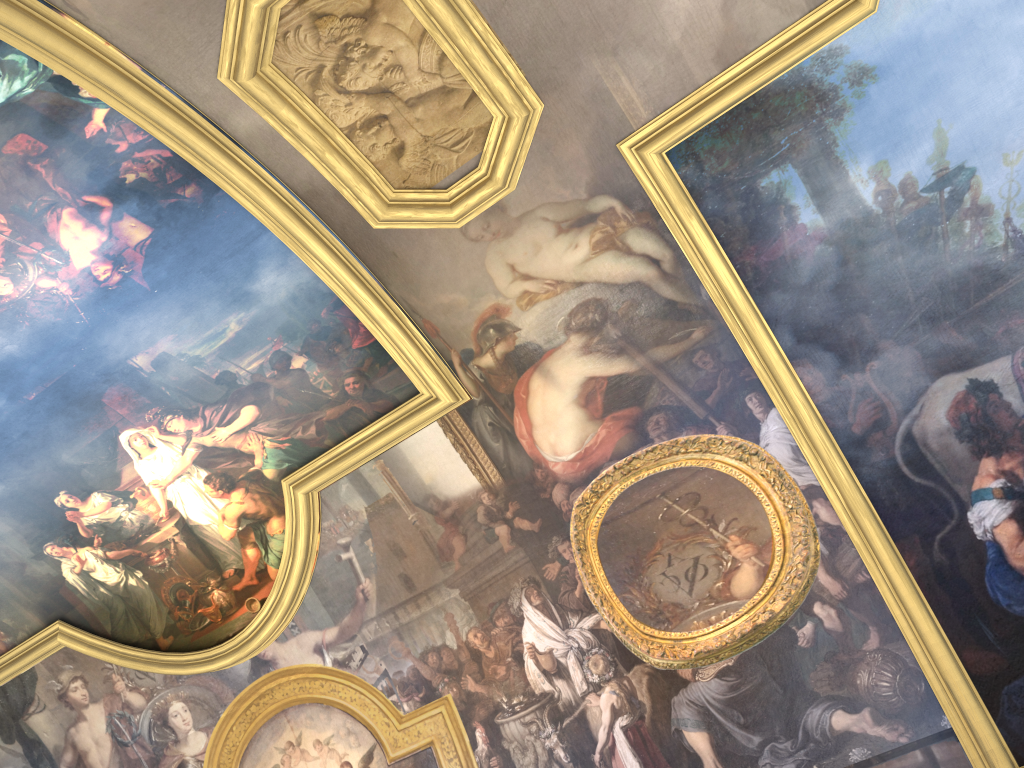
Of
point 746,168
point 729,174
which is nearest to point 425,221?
point 729,174

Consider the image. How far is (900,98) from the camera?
8.1m
